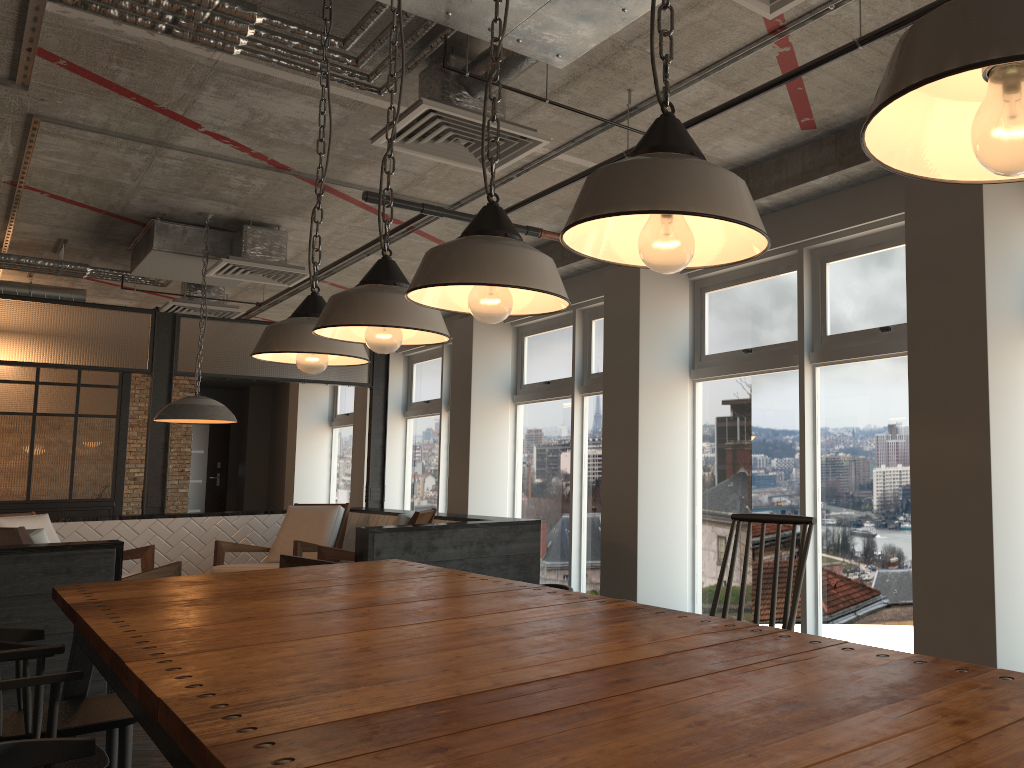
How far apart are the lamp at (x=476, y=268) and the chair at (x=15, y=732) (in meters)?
1.71

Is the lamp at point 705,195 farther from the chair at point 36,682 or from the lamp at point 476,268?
the chair at point 36,682

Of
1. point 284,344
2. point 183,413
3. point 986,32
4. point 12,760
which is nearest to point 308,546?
point 183,413

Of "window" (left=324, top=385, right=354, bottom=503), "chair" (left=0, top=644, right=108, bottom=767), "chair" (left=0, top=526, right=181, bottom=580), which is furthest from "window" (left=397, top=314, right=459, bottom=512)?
"chair" (left=0, top=644, right=108, bottom=767)

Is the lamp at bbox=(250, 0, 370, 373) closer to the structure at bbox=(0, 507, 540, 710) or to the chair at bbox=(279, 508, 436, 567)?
the structure at bbox=(0, 507, 540, 710)

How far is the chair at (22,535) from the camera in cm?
512

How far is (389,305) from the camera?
2.47m

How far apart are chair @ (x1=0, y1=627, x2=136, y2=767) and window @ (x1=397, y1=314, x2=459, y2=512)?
6.9 meters

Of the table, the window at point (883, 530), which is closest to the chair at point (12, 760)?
the table

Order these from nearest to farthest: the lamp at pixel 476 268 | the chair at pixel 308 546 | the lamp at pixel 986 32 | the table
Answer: the lamp at pixel 986 32, the table, the lamp at pixel 476 268, the chair at pixel 308 546
